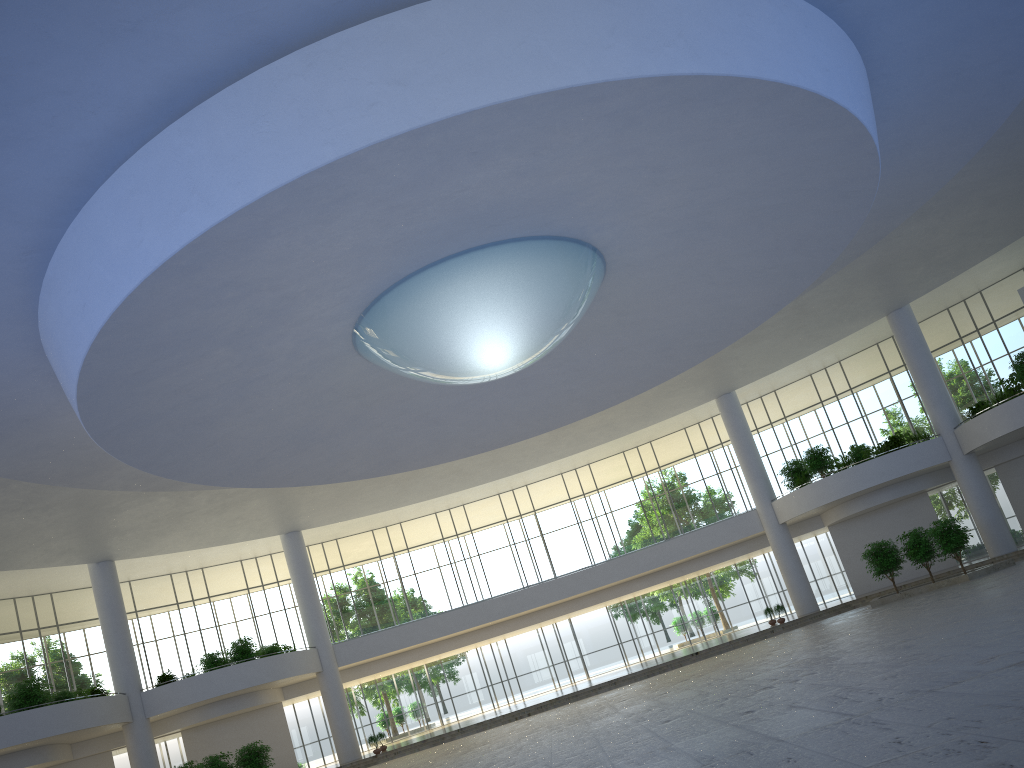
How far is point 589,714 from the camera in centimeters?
4529cm

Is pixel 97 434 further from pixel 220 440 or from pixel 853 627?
pixel 853 627

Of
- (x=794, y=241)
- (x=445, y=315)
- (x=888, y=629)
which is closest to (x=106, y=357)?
(x=445, y=315)
